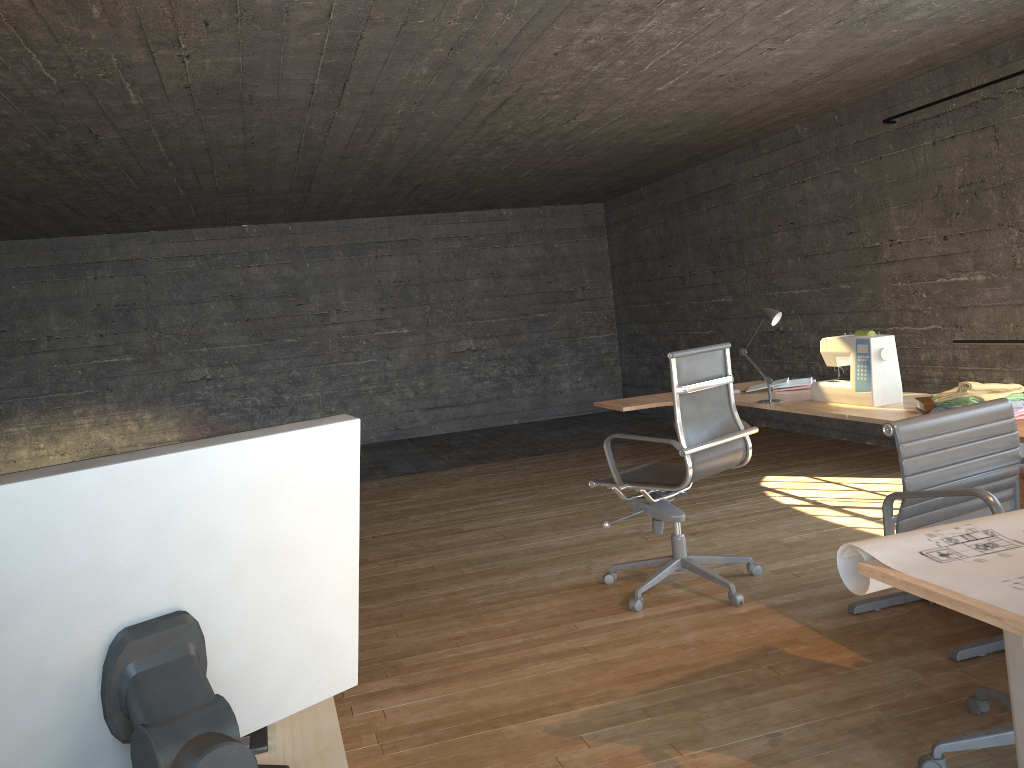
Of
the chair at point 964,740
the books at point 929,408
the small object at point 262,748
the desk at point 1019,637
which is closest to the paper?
the desk at point 1019,637

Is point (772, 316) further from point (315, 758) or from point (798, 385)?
point (315, 758)

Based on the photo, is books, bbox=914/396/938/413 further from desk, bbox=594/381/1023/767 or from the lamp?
the lamp

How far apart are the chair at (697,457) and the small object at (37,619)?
2.54m

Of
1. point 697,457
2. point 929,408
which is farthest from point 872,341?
point 697,457

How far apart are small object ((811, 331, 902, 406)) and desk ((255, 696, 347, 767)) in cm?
273

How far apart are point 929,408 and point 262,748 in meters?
2.7

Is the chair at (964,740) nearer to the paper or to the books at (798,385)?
the paper

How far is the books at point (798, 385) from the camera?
4.2m

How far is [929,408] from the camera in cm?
305
